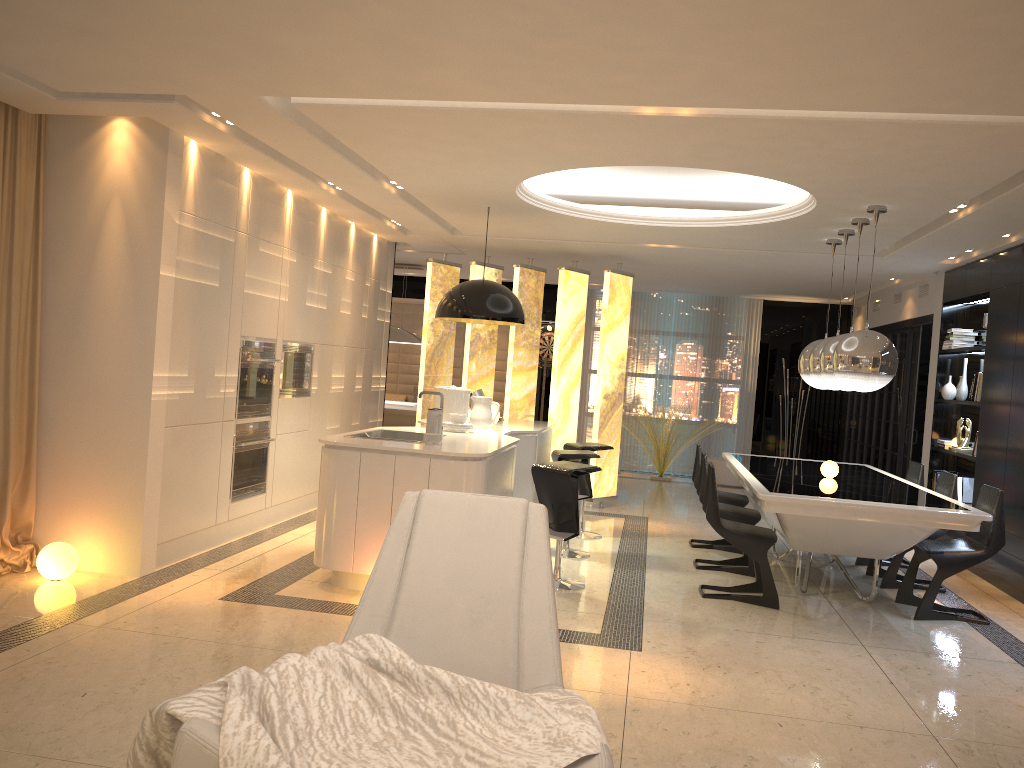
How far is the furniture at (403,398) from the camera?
14.4 meters

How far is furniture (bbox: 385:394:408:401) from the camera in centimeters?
1444cm

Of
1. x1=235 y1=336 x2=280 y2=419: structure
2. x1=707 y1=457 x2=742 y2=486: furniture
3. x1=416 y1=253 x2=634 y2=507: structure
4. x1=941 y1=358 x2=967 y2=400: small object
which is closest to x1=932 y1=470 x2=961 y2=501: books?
x1=941 y1=358 x2=967 y2=400: small object

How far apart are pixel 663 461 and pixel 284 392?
6.5m

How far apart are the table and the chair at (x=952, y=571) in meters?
0.1

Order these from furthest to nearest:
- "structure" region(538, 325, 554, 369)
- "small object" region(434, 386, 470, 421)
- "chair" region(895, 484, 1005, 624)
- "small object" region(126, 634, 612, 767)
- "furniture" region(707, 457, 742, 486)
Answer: "structure" region(538, 325, 554, 369) < "furniture" region(707, 457, 742, 486) < "small object" region(434, 386, 470, 421) < "chair" region(895, 484, 1005, 624) < "small object" region(126, 634, 612, 767)

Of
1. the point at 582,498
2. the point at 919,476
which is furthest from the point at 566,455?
the point at 919,476

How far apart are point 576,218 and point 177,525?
3.8m

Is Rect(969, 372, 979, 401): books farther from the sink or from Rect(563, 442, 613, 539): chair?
the sink

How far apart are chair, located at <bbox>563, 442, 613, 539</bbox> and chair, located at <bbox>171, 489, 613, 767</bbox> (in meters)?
4.72
